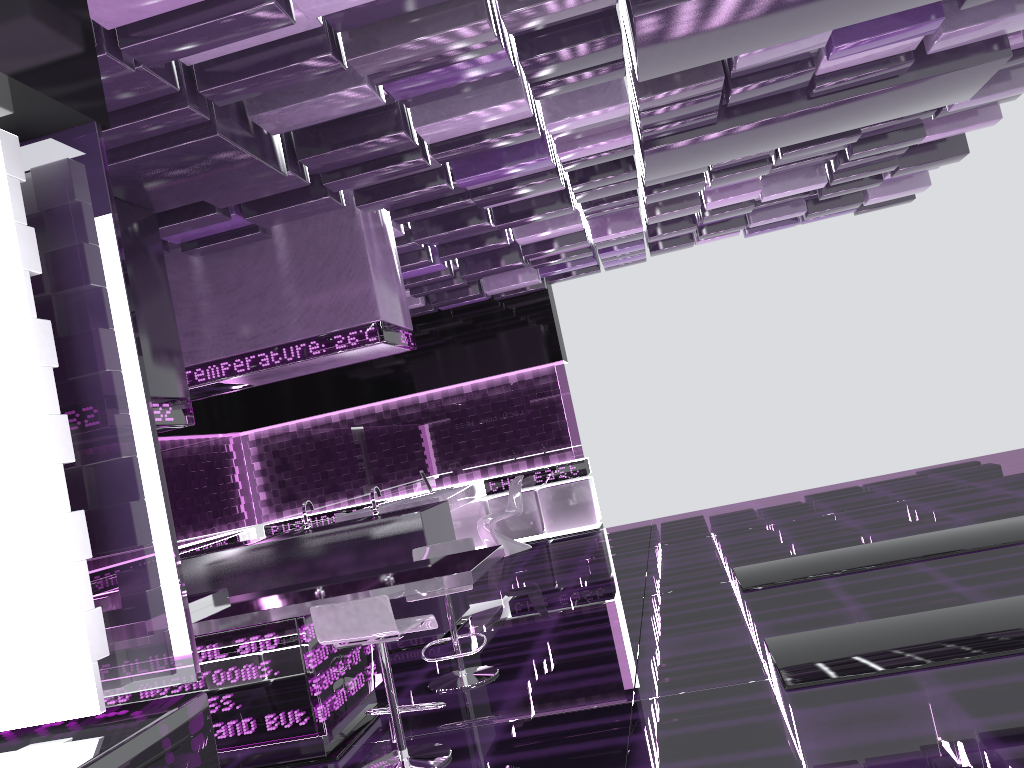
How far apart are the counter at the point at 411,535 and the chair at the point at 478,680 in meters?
0.9

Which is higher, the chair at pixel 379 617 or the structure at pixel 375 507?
the structure at pixel 375 507

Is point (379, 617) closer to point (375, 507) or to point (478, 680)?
point (478, 680)

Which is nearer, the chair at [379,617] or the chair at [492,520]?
the chair at [379,617]

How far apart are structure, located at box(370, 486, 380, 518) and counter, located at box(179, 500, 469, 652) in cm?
9

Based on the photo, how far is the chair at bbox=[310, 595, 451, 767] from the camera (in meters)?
3.58

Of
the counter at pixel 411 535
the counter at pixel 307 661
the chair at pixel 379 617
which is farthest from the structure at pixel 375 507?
the chair at pixel 379 617

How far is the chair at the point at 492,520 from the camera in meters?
10.1

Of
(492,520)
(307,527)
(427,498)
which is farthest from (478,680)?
(492,520)

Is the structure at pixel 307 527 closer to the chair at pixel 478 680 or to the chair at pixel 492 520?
the chair at pixel 478 680
